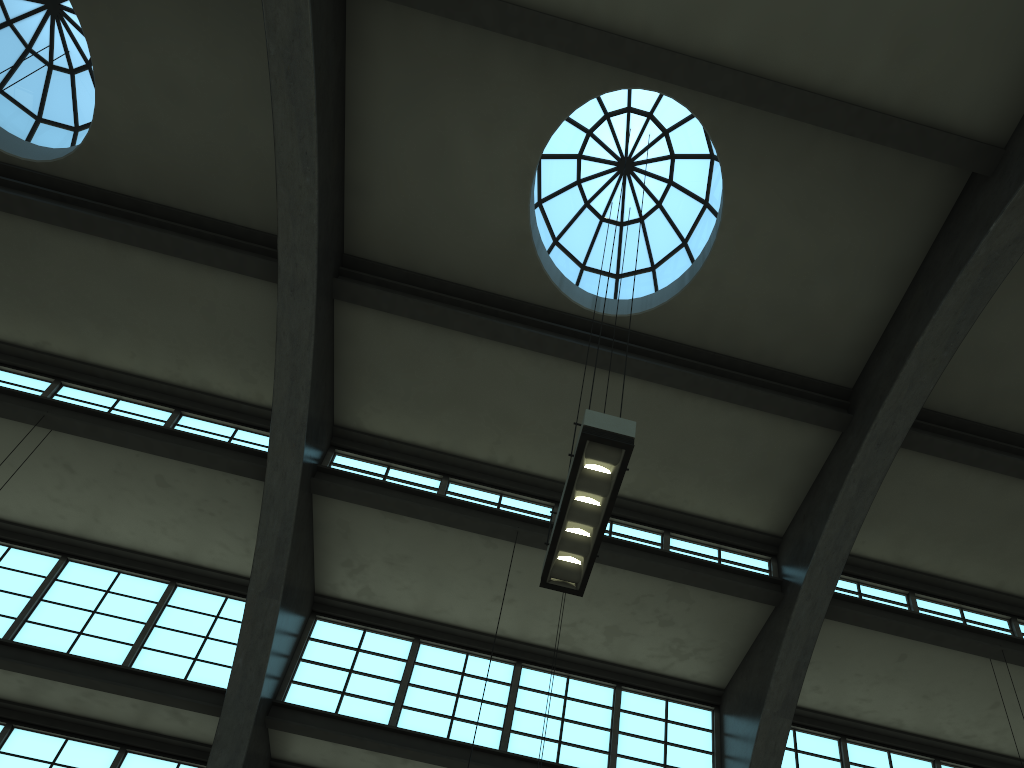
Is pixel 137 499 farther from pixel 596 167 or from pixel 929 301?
pixel 929 301

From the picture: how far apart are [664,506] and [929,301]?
5.0 meters

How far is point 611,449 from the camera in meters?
6.4

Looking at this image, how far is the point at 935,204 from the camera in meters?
11.3

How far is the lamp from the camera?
6.4m
